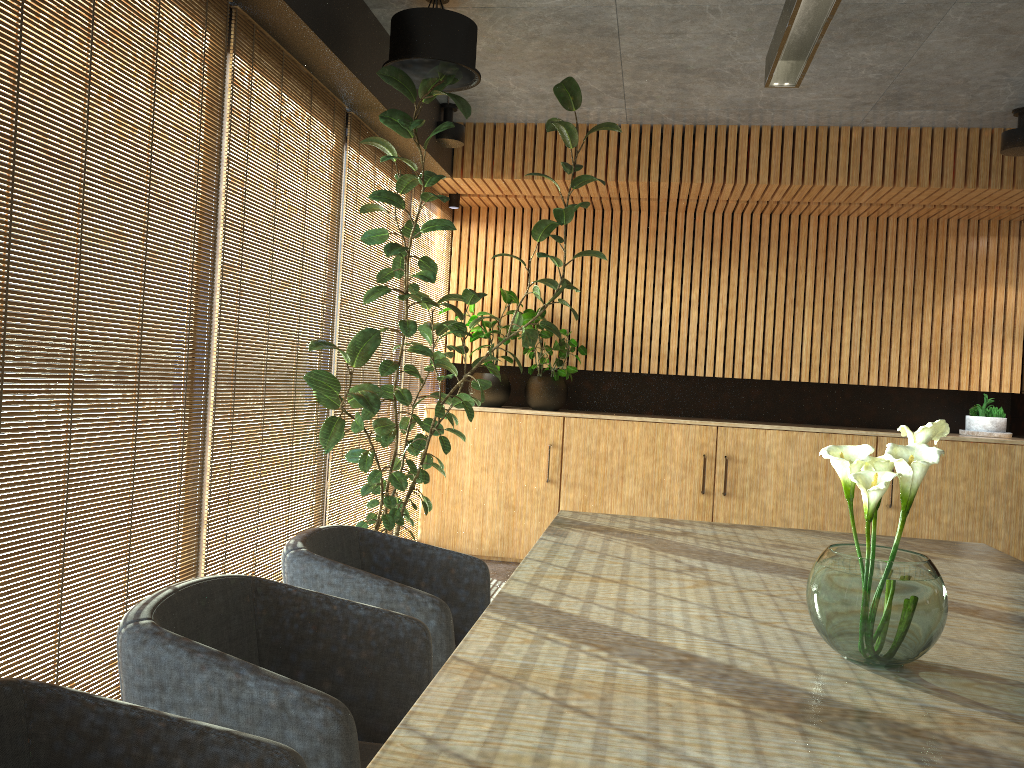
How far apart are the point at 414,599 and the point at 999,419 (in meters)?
6.07

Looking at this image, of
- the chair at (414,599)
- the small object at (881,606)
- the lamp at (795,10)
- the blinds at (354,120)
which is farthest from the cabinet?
the small object at (881,606)

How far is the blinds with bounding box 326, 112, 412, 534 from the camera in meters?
5.4

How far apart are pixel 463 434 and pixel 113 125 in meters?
3.3

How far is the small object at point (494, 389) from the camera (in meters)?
7.53

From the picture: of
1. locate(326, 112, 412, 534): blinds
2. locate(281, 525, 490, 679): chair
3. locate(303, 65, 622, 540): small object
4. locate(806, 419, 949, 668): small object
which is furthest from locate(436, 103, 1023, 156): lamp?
locate(806, 419, 949, 668): small object

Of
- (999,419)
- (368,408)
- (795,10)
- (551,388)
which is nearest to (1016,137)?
(999,419)

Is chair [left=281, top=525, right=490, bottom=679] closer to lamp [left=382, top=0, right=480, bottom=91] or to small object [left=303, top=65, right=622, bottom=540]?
small object [left=303, top=65, right=622, bottom=540]

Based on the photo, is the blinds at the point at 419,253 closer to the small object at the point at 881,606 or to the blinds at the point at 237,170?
the blinds at the point at 237,170

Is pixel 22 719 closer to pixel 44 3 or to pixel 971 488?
pixel 44 3
